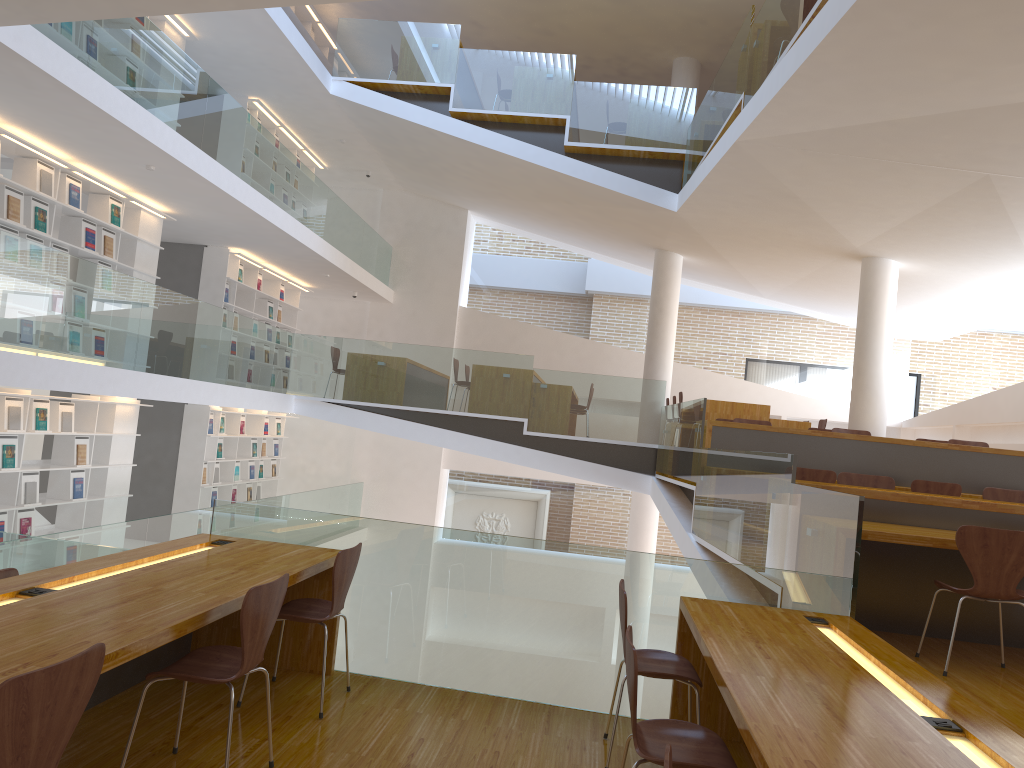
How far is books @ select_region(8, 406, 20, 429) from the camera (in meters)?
7.60

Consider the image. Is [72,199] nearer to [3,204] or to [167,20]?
[3,204]

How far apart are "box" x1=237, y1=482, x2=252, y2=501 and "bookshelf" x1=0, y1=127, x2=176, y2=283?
4.3m

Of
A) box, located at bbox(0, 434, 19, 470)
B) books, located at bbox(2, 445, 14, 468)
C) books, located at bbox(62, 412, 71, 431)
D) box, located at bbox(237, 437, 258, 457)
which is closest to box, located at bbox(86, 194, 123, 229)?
books, located at bbox(62, 412, 71, 431)

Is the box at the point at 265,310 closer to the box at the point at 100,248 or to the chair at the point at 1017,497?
the box at the point at 100,248

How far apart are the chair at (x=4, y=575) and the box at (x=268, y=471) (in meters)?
9.78

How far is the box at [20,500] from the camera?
7.8m

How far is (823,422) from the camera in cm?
1134

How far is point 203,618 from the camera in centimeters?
282cm

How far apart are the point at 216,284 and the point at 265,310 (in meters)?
1.68
